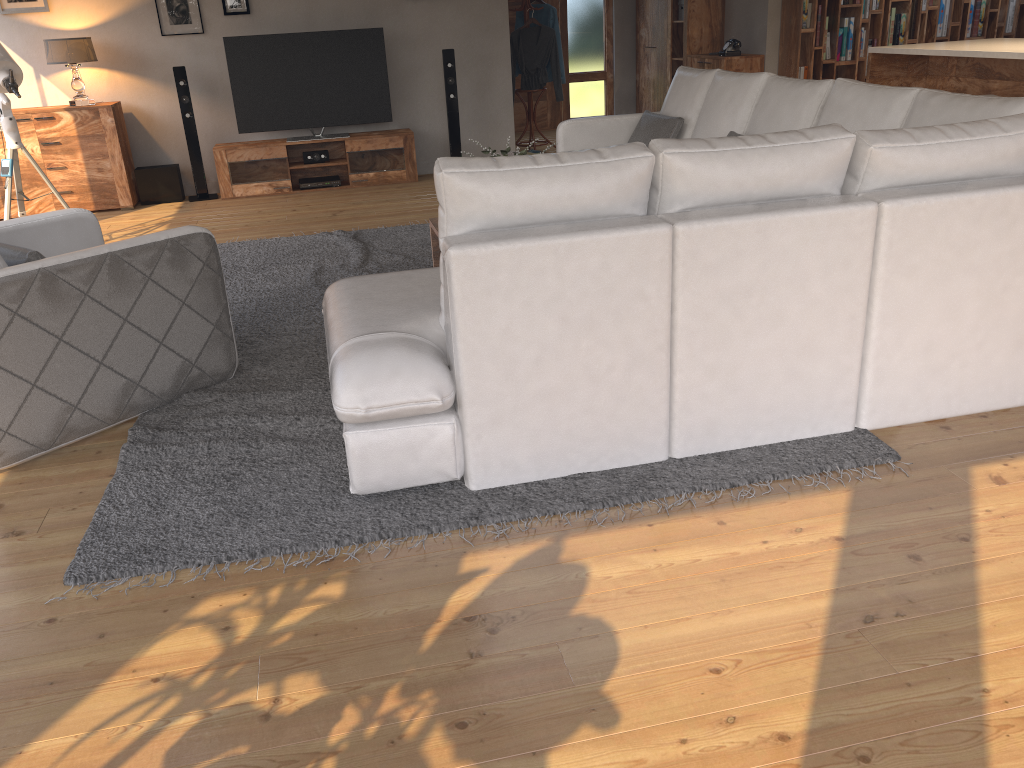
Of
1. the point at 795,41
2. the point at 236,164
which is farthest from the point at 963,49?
the point at 236,164

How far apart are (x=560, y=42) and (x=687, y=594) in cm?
770

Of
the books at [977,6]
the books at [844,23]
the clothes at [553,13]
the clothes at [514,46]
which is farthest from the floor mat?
the books at [977,6]

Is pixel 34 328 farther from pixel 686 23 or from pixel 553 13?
pixel 686 23

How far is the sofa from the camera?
2.5m

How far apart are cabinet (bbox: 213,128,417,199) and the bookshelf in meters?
3.3

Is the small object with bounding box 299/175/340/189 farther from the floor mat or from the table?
the table

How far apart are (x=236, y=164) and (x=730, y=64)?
4.74m

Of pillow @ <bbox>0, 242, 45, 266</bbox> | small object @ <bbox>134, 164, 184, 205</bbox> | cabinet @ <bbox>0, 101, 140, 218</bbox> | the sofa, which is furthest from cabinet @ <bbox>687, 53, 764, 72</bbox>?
pillow @ <bbox>0, 242, 45, 266</bbox>

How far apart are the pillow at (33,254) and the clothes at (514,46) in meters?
6.4
